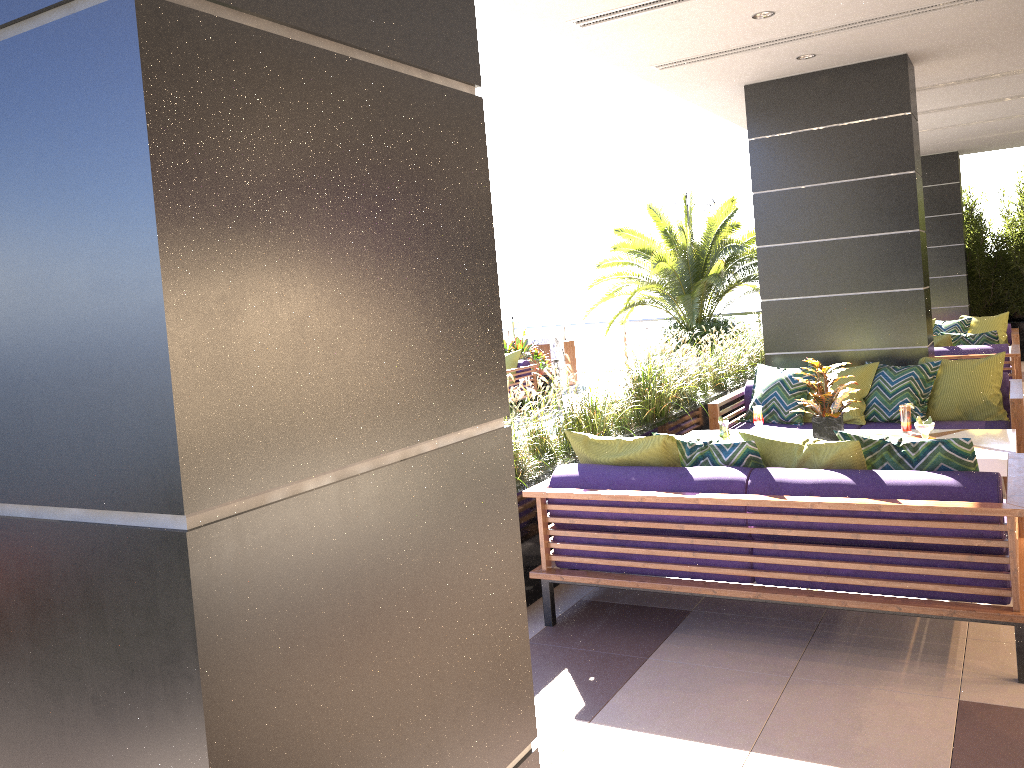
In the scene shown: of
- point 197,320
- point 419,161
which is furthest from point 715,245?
point 197,320

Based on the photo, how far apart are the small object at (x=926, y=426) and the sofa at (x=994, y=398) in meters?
1.3

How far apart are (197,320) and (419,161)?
0.41m

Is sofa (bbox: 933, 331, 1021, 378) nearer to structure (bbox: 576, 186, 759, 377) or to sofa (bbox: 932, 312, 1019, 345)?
sofa (bbox: 932, 312, 1019, 345)

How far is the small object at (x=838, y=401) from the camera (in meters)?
5.40

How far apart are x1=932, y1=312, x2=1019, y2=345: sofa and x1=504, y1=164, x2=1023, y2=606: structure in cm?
242

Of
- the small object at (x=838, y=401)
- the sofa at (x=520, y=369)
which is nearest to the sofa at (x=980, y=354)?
the small object at (x=838, y=401)

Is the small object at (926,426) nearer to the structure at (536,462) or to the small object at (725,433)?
the small object at (725,433)

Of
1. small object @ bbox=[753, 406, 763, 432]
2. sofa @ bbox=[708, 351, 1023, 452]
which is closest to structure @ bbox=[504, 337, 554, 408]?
sofa @ bbox=[708, 351, 1023, 452]

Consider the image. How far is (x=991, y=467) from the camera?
4.7m
